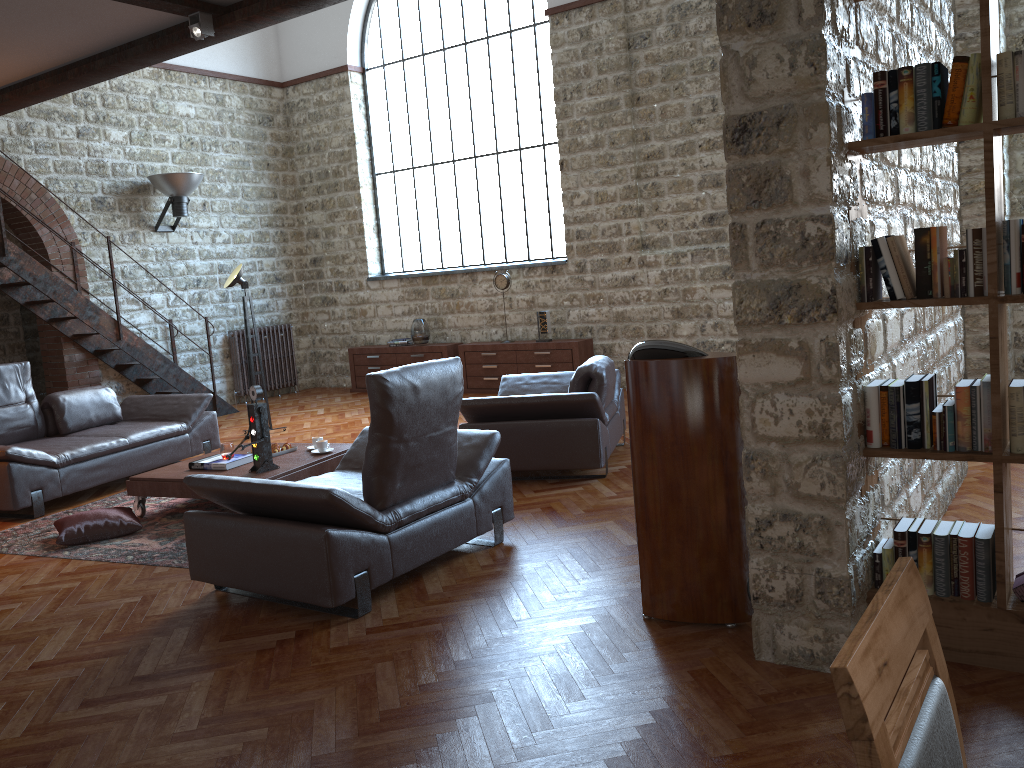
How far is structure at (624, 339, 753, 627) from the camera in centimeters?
336cm

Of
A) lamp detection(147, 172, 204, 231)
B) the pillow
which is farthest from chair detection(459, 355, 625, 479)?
lamp detection(147, 172, 204, 231)

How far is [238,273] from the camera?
8.7 meters

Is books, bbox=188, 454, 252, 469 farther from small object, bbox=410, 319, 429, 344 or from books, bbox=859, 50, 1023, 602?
small object, bbox=410, 319, 429, 344

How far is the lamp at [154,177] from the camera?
10.4 meters

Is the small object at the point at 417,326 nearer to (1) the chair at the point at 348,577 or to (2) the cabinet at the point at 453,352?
(2) the cabinet at the point at 453,352

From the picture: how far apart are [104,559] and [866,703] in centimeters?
500cm

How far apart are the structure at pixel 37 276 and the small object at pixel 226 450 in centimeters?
426cm

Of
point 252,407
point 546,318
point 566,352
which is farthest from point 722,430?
point 546,318

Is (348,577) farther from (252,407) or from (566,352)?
(566,352)
